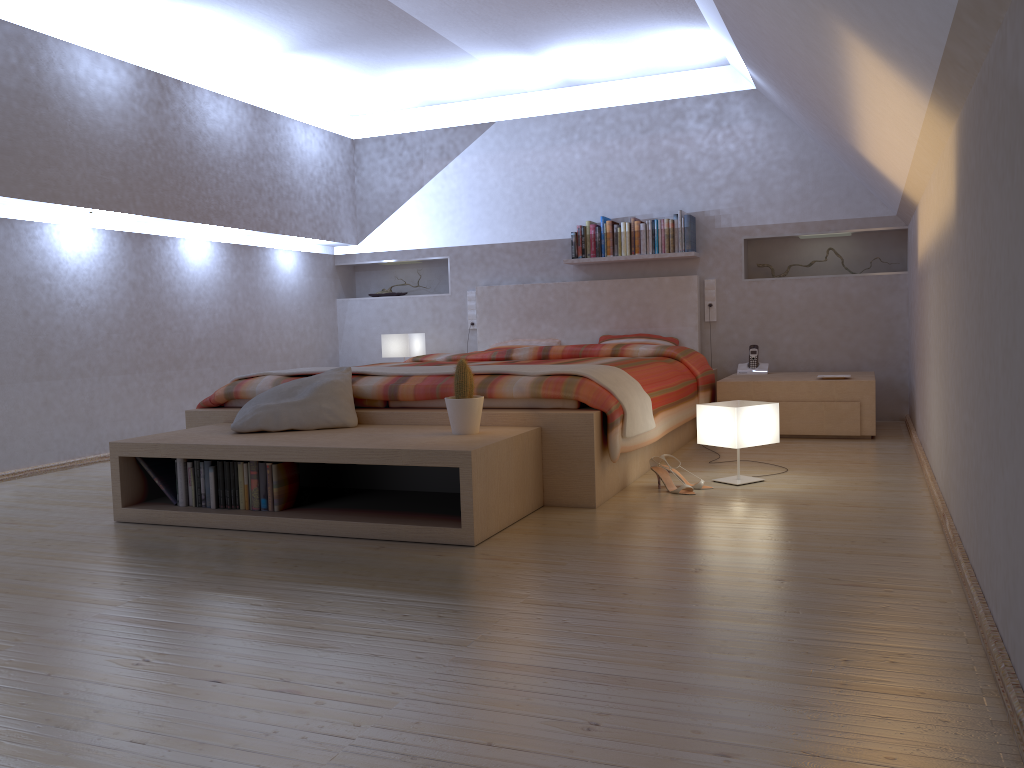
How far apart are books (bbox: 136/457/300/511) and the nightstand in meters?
2.8

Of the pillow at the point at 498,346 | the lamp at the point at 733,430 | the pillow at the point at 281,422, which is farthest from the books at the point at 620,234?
the pillow at the point at 281,422

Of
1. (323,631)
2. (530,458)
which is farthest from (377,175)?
(323,631)

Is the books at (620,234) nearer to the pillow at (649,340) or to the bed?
the bed

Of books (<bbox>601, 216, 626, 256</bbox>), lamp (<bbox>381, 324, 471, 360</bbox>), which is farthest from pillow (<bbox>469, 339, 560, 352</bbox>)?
books (<bbox>601, 216, 626, 256</bbox>)

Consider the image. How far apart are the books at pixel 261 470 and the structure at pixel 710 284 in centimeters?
362cm

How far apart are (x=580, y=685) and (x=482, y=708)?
0.20m

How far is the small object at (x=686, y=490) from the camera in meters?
3.6 m

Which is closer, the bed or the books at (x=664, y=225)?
the bed

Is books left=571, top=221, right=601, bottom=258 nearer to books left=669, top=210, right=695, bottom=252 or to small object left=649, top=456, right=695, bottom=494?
books left=669, top=210, right=695, bottom=252
